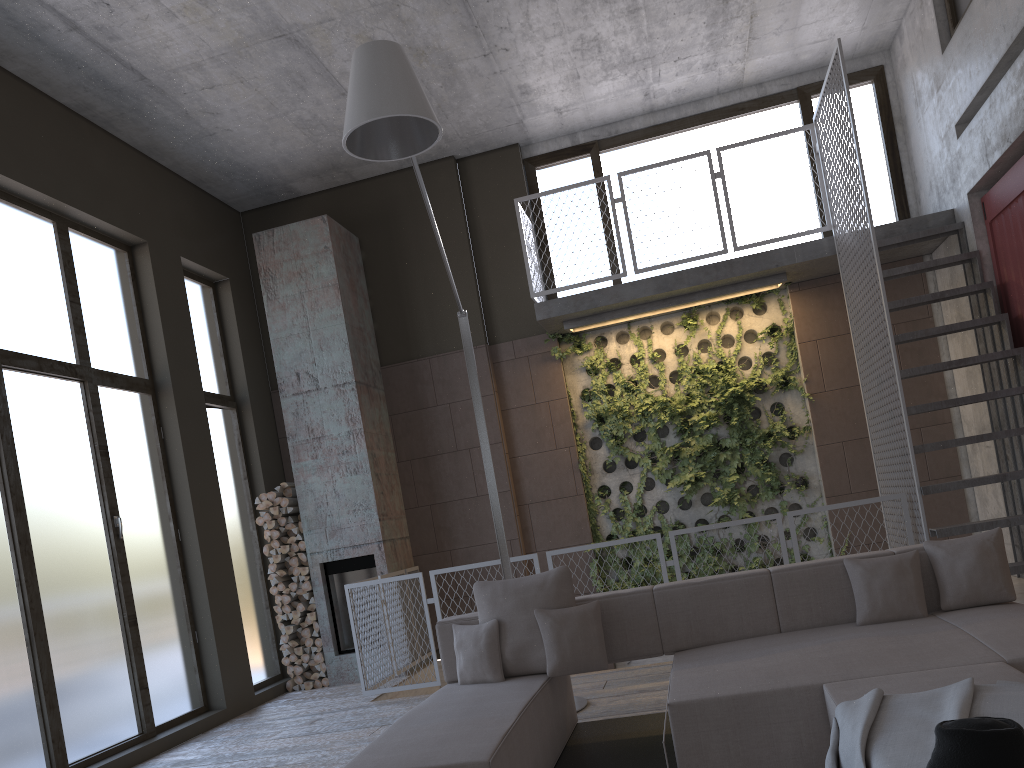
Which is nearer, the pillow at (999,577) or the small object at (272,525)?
the pillow at (999,577)

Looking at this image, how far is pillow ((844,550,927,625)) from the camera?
4.2m

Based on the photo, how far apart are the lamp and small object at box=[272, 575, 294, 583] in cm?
355

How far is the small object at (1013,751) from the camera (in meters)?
1.92

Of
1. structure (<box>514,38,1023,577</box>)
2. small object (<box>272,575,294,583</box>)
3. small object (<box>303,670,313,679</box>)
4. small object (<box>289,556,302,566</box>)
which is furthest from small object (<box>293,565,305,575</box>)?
structure (<box>514,38,1023,577</box>)

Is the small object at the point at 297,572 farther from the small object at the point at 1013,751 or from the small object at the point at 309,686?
the small object at the point at 1013,751

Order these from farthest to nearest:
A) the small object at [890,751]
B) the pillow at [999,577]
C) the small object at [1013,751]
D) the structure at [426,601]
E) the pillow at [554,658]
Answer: the structure at [426,601] → the pillow at [554,658] → the pillow at [999,577] → the small object at [890,751] → the small object at [1013,751]

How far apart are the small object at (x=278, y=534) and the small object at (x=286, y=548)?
0.1 meters

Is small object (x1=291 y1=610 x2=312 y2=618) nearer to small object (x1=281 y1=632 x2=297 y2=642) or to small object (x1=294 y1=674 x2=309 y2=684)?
small object (x1=281 y1=632 x2=297 y2=642)

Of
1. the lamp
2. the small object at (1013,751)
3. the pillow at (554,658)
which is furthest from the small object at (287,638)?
the small object at (1013,751)
